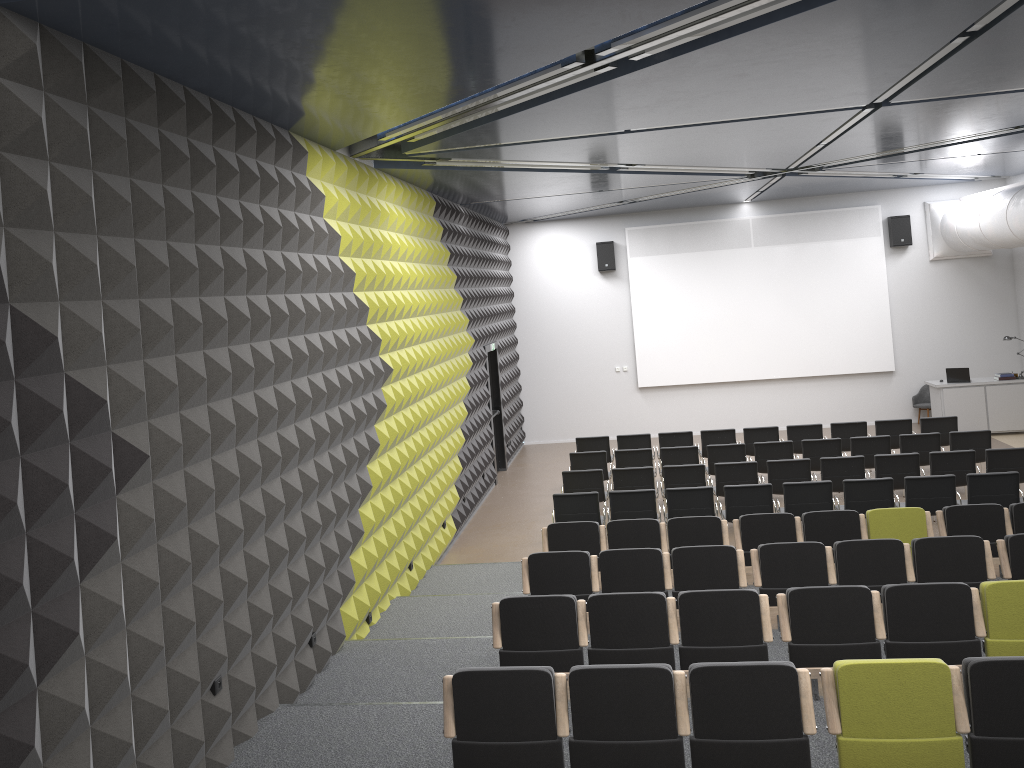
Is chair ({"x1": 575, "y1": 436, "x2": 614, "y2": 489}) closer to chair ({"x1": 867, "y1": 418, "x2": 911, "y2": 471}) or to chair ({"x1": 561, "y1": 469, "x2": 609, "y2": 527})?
chair ({"x1": 561, "y1": 469, "x2": 609, "y2": 527})

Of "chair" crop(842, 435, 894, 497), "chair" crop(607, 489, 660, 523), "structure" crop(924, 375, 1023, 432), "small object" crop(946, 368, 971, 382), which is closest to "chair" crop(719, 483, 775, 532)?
"chair" crop(607, 489, 660, 523)

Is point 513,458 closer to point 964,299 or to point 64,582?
point 964,299

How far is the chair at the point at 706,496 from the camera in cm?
1054

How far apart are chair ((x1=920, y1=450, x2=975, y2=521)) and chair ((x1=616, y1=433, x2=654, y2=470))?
4.5 meters

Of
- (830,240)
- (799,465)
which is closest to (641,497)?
(799,465)

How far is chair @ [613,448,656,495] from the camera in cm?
1319

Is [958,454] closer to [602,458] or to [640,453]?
[640,453]

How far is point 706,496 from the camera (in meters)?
10.54

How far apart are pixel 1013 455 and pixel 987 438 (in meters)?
1.33
